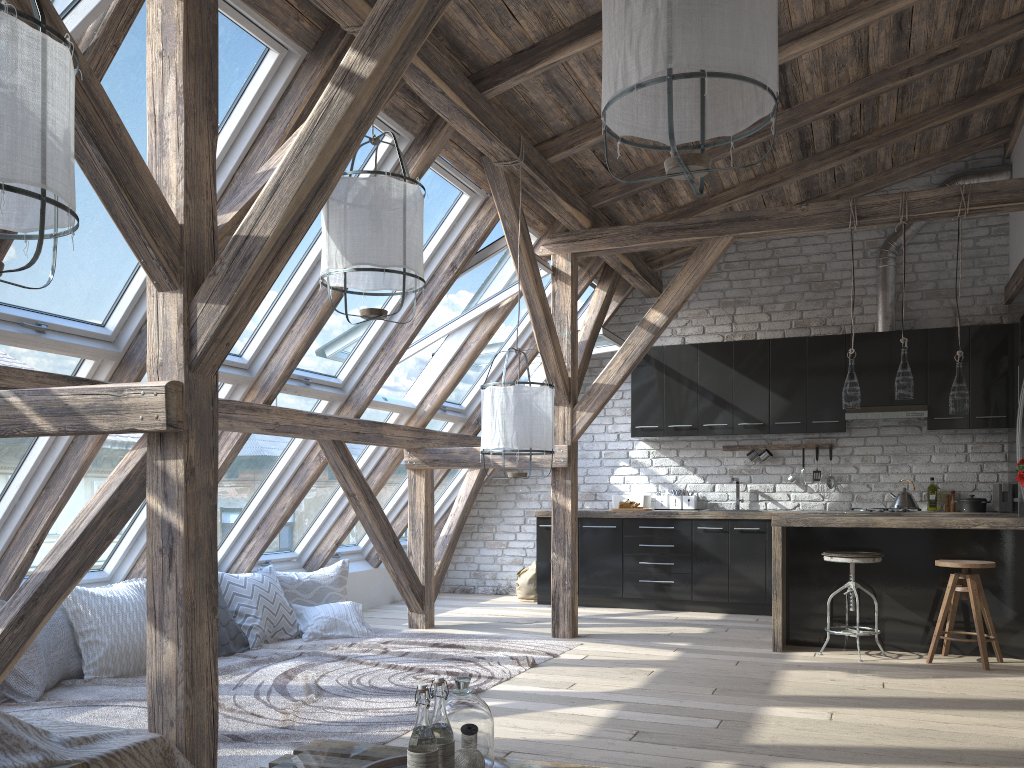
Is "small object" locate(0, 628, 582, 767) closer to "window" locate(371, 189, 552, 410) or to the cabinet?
the cabinet

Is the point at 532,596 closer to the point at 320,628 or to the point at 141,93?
the point at 320,628

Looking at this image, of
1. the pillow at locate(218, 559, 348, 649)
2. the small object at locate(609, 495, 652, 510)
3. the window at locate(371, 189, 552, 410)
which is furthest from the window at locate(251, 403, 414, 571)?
the small object at locate(609, 495, 652, 510)

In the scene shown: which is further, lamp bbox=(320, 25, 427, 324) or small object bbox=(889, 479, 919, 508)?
small object bbox=(889, 479, 919, 508)

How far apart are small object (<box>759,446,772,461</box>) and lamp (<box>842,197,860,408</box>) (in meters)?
2.12

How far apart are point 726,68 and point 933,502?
6.1 meters

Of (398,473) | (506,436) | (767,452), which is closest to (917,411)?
(767,452)

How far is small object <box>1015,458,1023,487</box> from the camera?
5.1m

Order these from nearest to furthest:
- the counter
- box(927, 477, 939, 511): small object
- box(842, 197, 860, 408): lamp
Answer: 1. the counter
2. box(842, 197, 860, 408): lamp
3. box(927, 477, 939, 511): small object

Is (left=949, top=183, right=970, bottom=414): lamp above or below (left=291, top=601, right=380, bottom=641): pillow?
above
